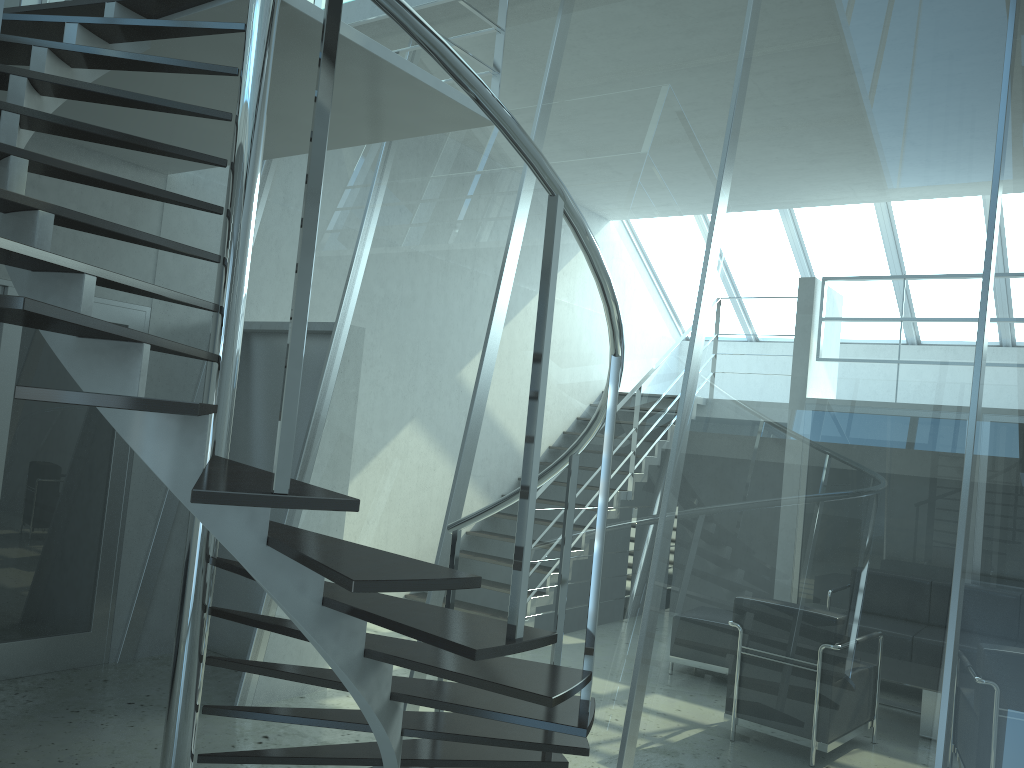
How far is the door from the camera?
4.77m

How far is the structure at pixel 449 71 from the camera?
1.87m

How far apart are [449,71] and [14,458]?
4.0m

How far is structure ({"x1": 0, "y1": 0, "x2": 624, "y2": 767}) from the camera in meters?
1.9

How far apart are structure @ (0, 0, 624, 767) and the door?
0.9 meters

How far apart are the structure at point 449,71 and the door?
0.9m

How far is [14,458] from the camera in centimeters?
477cm

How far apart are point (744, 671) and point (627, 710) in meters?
0.5 m

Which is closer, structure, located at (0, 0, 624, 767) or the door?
structure, located at (0, 0, 624, 767)
